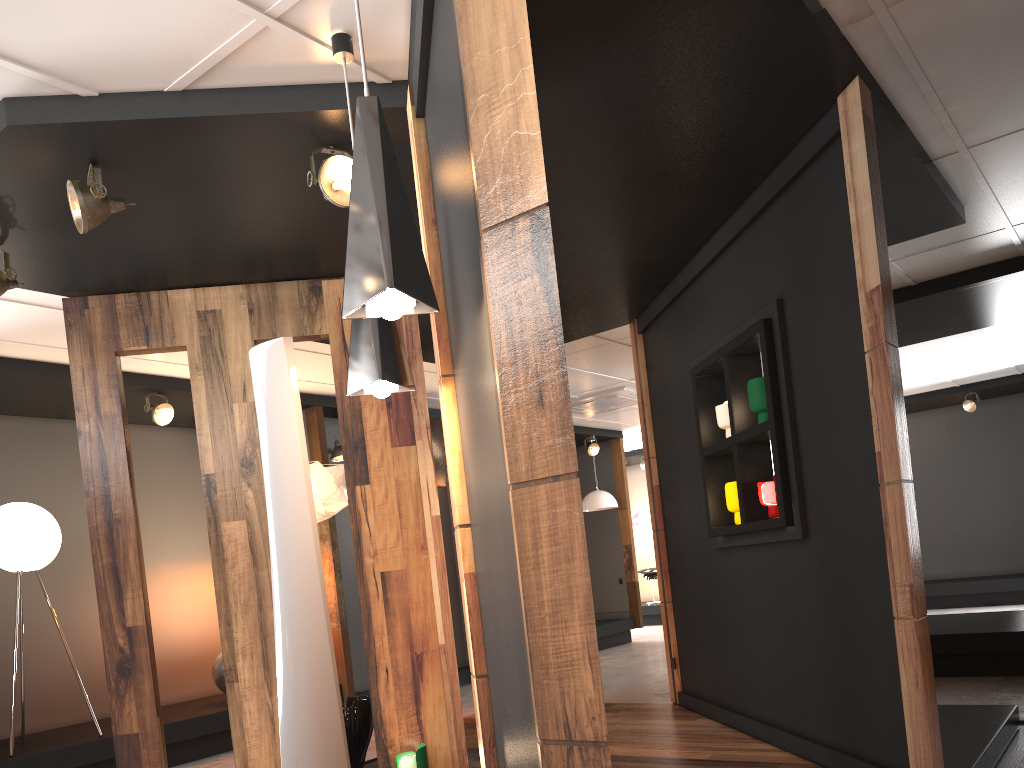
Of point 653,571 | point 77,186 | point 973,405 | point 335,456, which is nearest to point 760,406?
point 77,186

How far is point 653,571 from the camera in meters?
14.8 m

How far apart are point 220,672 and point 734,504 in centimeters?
457cm

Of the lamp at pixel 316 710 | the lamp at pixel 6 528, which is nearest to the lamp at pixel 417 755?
the lamp at pixel 316 710

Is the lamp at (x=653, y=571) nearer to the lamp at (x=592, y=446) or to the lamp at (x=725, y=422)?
the lamp at (x=592, y=446)

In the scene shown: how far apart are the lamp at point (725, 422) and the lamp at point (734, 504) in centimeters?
→ 33cm

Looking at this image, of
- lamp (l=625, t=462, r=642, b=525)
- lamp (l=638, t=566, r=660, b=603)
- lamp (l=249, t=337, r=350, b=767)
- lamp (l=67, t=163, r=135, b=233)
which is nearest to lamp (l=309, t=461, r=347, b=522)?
lamp (l=67, t=163, r=135, b=233)

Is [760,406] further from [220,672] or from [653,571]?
[653,571]

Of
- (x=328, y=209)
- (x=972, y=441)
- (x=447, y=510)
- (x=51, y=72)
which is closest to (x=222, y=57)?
(x=51, y=72)

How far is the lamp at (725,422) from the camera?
4.9 meters
